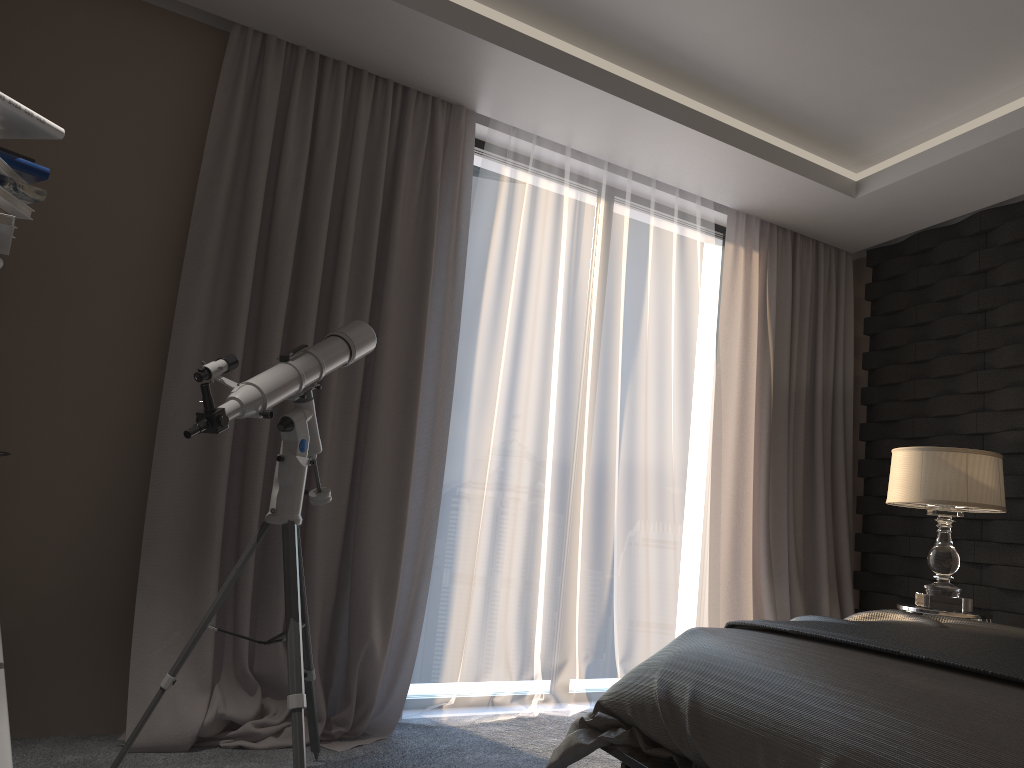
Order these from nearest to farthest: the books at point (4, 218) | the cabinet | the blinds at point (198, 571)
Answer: the cabinet, the books at point (4, 218), the blinds at point (198, 571)

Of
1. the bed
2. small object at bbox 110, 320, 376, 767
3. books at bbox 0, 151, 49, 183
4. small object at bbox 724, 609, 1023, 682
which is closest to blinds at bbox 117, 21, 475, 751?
small object at bbox 110, 320, 376, 767

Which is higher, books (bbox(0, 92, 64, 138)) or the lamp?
books (bbox(0, 92, 64, 138))

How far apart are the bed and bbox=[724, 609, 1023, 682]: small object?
0.02m

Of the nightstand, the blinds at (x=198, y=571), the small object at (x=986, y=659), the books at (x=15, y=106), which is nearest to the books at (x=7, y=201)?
the books at (x=15, y=106)

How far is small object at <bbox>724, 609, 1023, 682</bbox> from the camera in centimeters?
166cm

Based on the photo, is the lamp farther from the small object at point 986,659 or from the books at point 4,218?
the books at point 4,218

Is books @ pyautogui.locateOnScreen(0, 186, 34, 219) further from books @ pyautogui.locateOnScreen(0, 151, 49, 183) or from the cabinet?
the cabinet

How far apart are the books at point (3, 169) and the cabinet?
1.1 meters

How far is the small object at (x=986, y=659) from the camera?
1.7m
